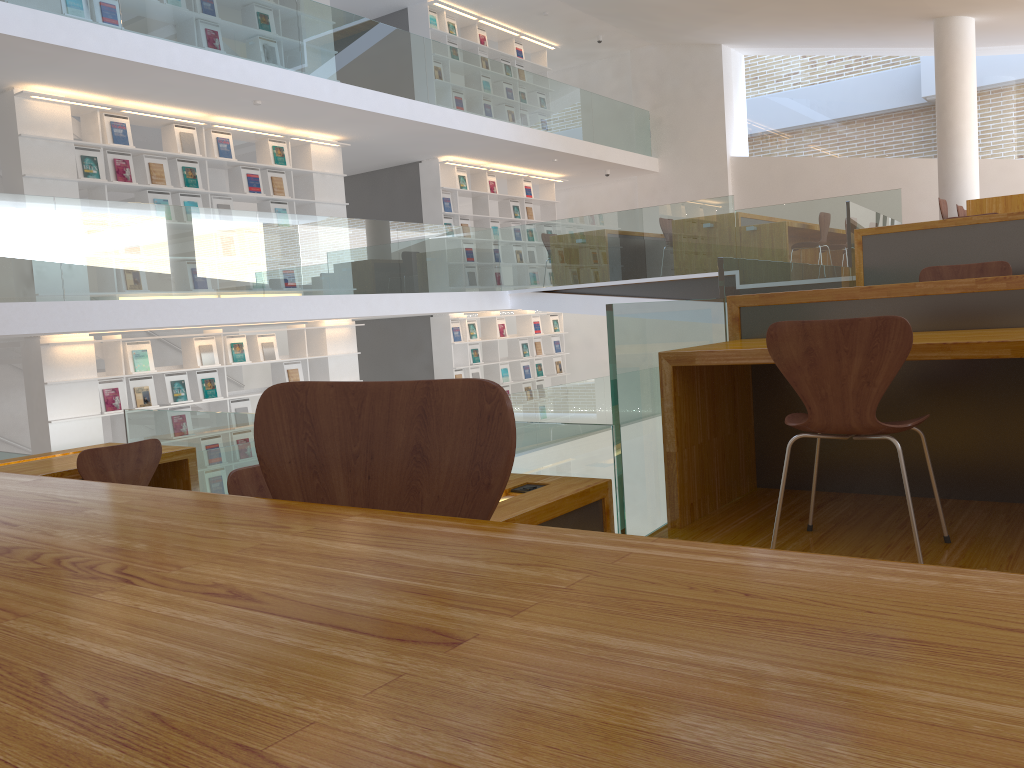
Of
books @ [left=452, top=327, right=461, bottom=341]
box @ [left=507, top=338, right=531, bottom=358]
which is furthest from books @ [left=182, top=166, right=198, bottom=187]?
box @ [left=507, top=338, right=531, bottom=358]

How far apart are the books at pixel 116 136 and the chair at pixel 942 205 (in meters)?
7.73

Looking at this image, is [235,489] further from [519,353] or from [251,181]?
[519,353]

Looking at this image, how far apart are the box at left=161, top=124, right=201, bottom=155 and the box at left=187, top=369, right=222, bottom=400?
2.16m

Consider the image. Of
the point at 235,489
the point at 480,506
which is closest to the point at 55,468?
the point at 235,489

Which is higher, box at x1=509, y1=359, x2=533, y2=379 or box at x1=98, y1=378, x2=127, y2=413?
box at x1=98, y1=378, x2=127, y2=413

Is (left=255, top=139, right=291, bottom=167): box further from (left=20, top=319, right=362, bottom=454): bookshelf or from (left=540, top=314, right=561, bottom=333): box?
(left=540, top=314, right=561, bottom=333): box

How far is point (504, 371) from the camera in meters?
12.9

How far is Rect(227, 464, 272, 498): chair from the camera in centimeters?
285cm

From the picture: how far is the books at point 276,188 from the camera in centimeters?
948cm
